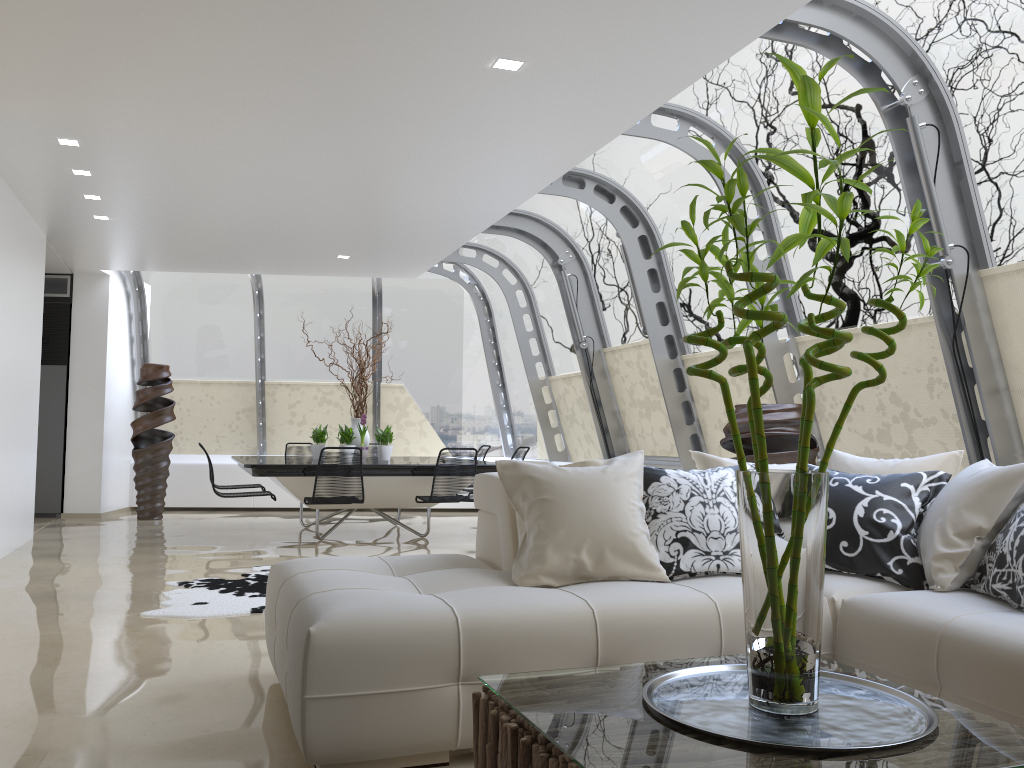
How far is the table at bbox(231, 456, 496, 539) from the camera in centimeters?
754cm

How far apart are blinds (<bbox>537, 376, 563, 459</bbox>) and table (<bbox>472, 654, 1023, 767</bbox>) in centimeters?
837cm

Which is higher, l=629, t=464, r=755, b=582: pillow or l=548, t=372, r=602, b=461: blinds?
l=548, t=372, r=602, b=461: blinds

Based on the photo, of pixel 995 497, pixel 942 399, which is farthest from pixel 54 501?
pixel 995 497

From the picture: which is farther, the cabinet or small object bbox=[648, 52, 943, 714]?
the cabinet

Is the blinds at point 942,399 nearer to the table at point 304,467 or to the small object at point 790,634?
the table at point 304,467

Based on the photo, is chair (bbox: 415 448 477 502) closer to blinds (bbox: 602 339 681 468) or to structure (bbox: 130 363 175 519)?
blinds (bbox: 602 339 681 468)

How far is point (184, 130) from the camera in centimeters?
555cm

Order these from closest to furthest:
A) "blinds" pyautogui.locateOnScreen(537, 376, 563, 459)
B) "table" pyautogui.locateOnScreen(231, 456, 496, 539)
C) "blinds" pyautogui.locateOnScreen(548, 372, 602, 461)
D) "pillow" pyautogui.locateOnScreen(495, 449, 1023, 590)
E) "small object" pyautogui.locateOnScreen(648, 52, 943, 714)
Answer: "small object" pyautogui.locateOnScreen(648, 52, 943, 714) < "pillow" pyautogui.locateOnScreen(495, 449, 1023, 590) < "table" pyautogui.locateOnScreen(231, 456, 496, 539) < "blinds" pyautogui.locateOnScreen(548, 372, 602, 461) < "blinds" pyautogui.locateOnScreen(537, 376, 563, 459)

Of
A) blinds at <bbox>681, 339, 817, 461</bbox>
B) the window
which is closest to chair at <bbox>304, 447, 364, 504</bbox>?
the window
